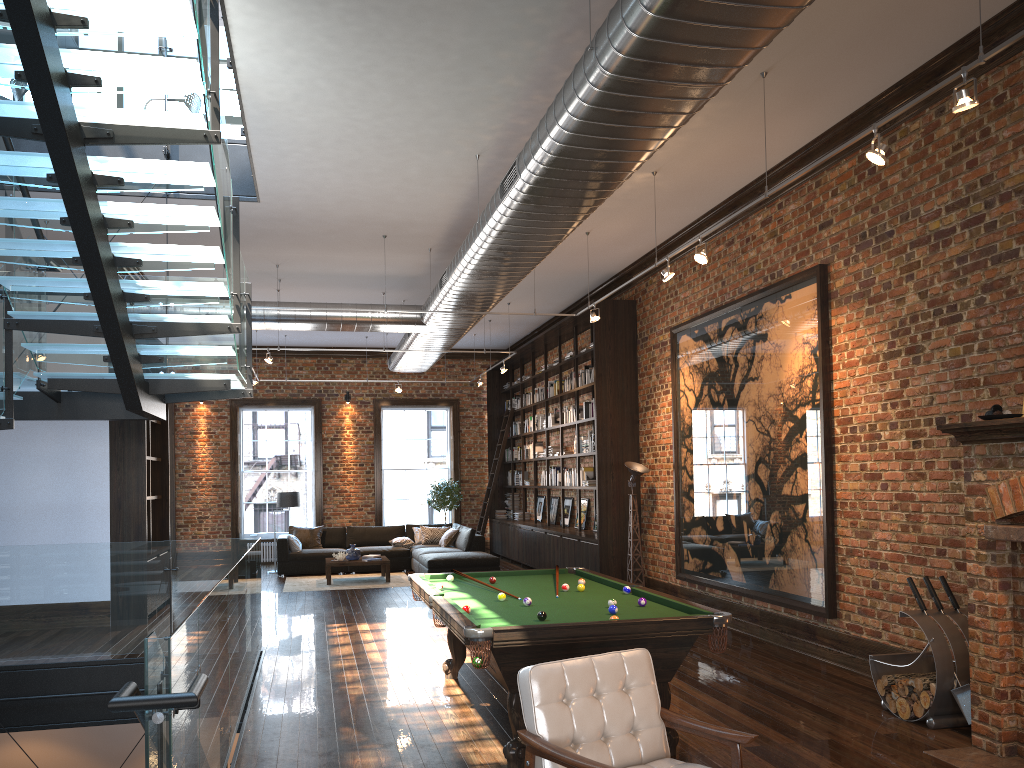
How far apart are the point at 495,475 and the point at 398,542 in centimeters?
262cm

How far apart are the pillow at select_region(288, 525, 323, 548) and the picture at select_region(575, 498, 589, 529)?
5.2m

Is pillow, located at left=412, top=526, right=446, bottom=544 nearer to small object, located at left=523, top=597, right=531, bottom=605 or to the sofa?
the sofa

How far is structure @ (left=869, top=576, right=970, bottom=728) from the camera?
5.5m

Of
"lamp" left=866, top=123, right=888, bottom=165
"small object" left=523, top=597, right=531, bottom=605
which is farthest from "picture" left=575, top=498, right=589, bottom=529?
"lamp" left=866, top=123, right=888, bottom=165

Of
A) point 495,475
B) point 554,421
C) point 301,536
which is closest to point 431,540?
point 495,475

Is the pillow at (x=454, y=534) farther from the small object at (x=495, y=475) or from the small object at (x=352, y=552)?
the small object at (x=352, y=552)

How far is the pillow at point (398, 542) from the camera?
16.1m

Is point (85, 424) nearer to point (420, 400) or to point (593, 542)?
point (593, 542)

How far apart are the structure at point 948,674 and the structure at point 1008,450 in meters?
0.2 m
